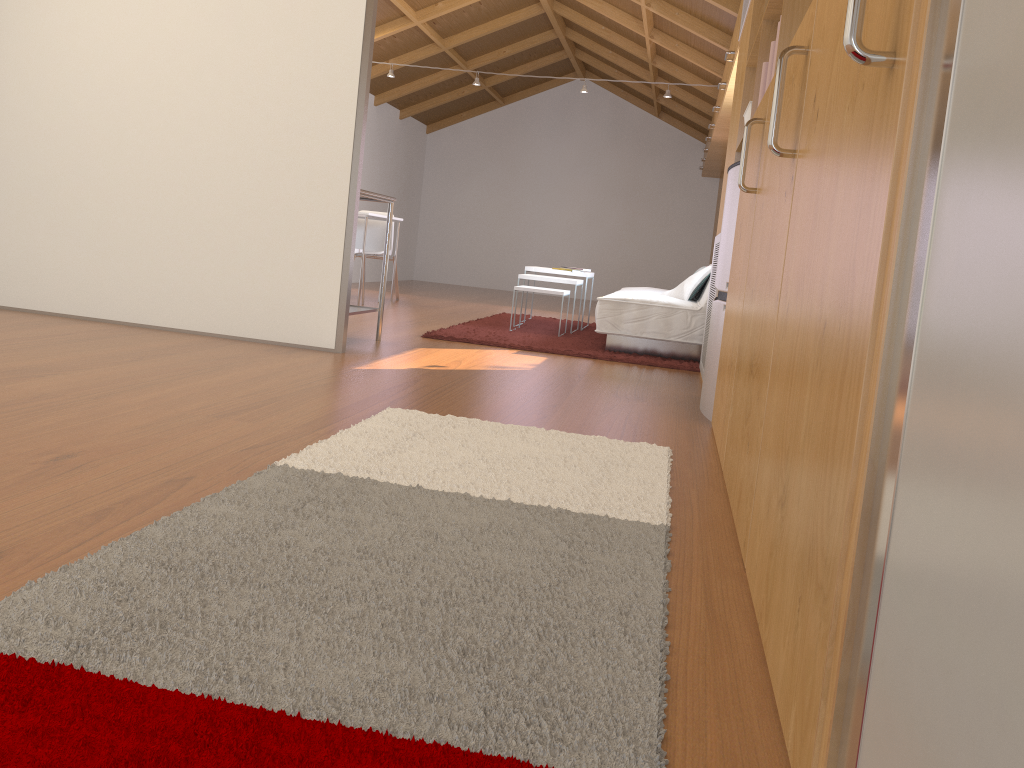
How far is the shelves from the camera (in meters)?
4.51

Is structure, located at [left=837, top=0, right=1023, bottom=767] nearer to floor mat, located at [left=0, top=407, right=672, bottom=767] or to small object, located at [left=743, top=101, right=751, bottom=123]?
floor mat, located at [left=0, top=407, right=672, bottom=767]

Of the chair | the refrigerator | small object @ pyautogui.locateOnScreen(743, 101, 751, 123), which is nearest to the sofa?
the refrigerator

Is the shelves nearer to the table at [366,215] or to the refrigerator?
the refrigerator

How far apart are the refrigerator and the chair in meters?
4.5 m

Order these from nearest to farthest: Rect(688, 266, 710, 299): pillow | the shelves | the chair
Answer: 1. the shelves
2. Rect(688, 266, 710, 299): pillow
3. the chair

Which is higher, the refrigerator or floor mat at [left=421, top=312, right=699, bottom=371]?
the refrigerator

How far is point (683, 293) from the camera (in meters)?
5.72

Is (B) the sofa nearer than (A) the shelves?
No

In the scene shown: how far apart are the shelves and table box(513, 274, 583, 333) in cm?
187
